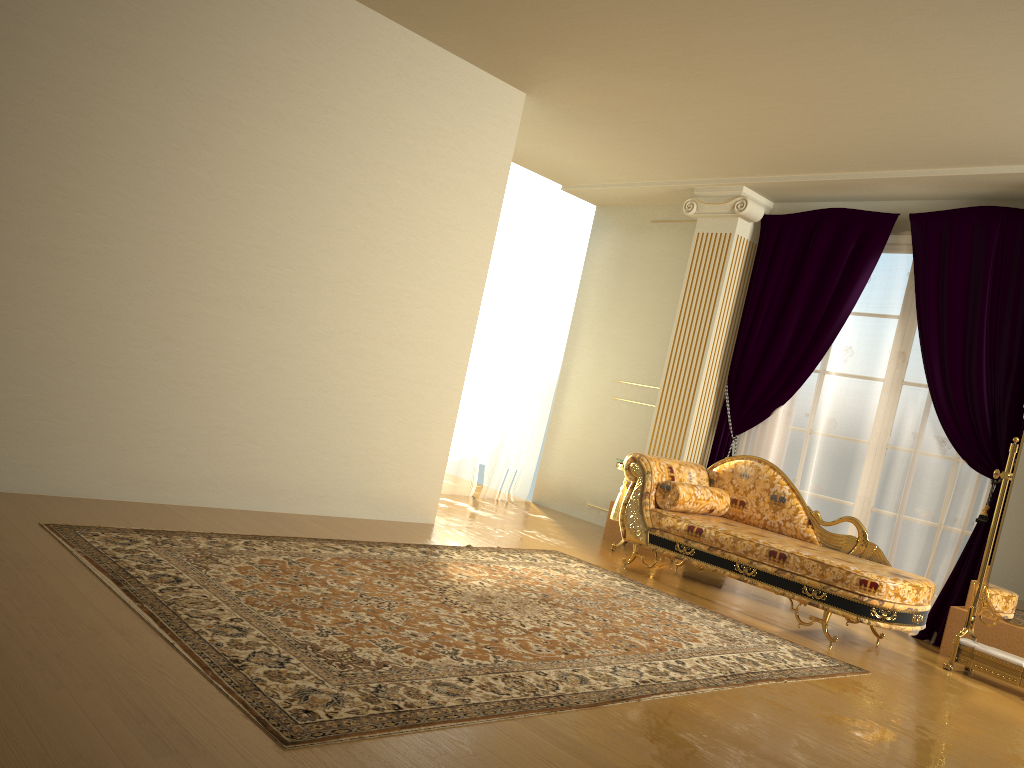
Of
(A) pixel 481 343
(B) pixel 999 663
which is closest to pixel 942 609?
(B) pixel 999 663

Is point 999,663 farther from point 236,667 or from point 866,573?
point 236,667

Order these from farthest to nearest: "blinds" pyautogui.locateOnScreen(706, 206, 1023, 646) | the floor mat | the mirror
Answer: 1. "blinds" pyautogui.locateOnScreen(706, 206, 1023, 646)
2. the mirror
3. the floor mat

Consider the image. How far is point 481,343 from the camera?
7.34m

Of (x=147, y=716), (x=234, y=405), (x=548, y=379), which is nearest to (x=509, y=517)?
(x=548, y=379)

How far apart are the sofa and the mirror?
0.2m

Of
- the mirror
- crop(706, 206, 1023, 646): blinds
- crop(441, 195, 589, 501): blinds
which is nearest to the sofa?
the mirror

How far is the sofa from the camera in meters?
4.4

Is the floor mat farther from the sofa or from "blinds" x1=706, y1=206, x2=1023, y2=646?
"blinds" x1=706, y1=206, x2=1023, y2=646

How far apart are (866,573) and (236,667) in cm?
319
